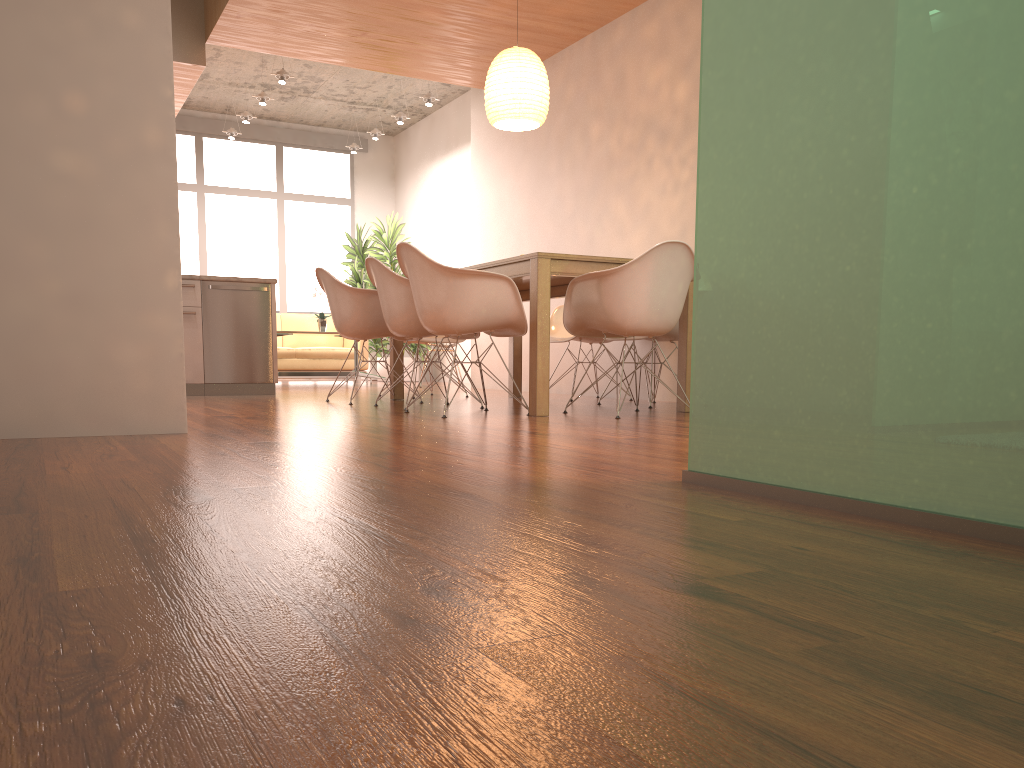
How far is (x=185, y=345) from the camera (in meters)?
6.64

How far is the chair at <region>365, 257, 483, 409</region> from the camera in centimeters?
502cm

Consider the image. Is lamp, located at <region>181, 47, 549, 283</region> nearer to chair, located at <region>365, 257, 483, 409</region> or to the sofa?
chair, located at <region>365, 257, 483, 409</region>

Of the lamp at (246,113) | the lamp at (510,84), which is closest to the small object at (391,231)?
the lamp at (246,113)

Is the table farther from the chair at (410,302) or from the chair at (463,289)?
the chair at (410,302)

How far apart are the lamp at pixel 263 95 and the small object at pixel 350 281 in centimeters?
265cm

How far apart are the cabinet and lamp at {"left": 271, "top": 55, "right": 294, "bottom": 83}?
2.7m

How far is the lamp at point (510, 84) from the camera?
5.6m

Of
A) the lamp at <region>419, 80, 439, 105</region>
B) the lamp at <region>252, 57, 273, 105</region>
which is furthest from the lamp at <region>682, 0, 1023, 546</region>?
the lamp at <region>252, 57, 273, 105</region>

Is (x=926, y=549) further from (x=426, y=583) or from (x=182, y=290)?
(x=182, y=290)
